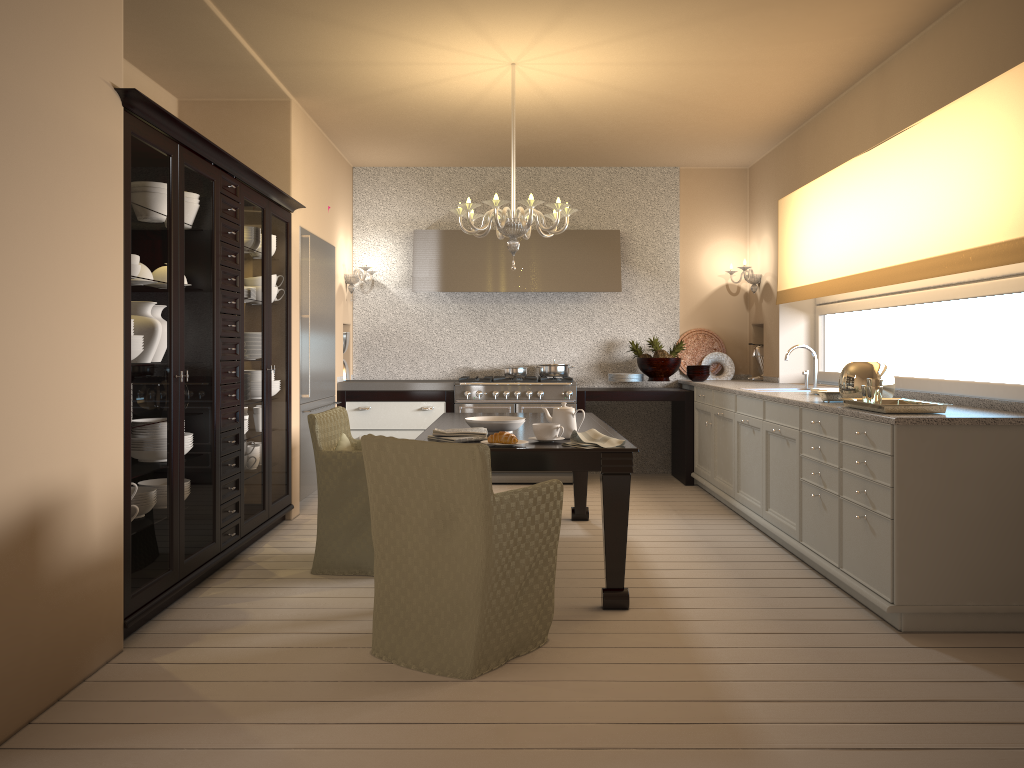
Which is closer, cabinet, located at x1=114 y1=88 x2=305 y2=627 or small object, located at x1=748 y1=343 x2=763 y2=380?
cabinet, located at x1=114 y1=88 x2=305 y2=627

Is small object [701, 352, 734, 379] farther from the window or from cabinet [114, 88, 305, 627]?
cabinet [114, 88, 305, 627]

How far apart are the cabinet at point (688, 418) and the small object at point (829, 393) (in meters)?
2.59

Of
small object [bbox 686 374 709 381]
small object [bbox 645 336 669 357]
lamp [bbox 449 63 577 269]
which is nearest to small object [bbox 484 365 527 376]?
small object [bbox 645 336 669 357]

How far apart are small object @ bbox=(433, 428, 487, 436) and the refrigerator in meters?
2.1

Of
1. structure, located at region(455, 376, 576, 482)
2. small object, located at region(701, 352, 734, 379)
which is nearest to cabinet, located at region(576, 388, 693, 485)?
structure, located at region(455, 376, 576, 482)

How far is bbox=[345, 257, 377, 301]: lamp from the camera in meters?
7.0 m

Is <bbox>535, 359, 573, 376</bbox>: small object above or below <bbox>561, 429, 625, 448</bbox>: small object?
above

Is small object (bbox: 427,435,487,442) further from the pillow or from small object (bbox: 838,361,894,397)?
small object (bbox: 838,361,894,397)

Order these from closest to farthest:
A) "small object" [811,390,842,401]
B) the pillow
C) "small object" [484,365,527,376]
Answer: "small object" [811,390,842,401], the pillow, "small object" [484,365,527,376]
